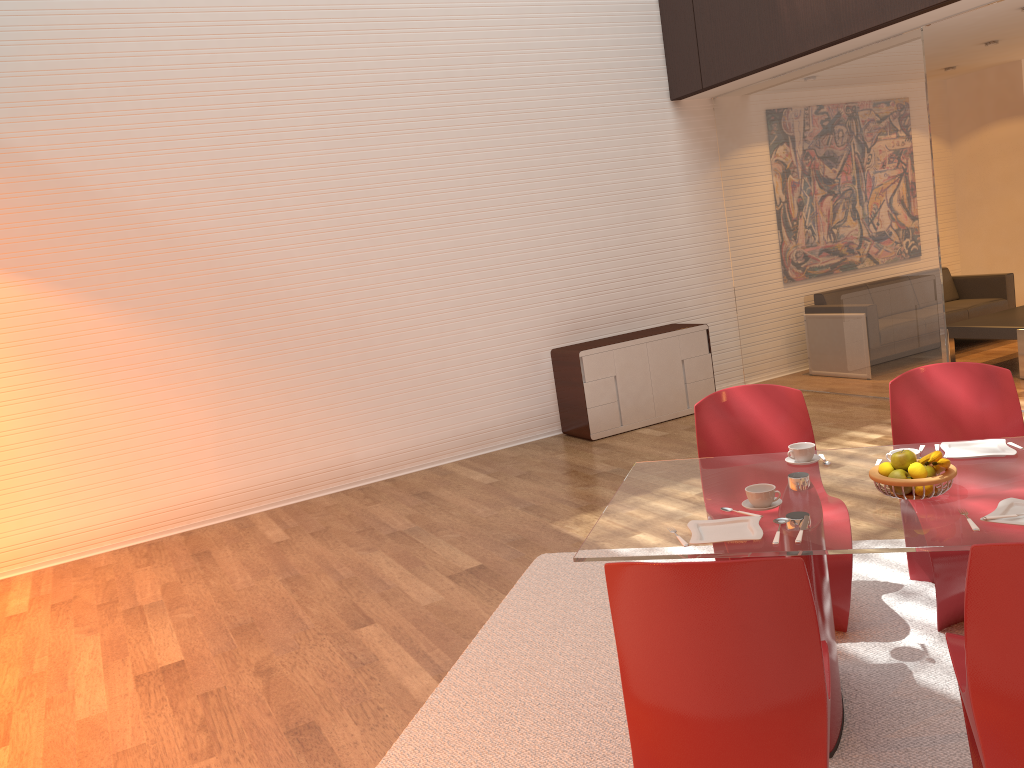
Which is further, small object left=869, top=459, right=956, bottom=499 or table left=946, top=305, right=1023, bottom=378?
table left=946, top=305, right=1023, bottom=378

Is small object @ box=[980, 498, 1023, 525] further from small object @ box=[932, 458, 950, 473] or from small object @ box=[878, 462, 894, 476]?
small object @ box=[878, 462, 894, 476]

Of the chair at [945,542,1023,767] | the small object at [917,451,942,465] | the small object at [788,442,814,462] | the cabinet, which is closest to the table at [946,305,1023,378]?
the cabinet

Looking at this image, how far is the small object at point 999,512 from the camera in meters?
2.3

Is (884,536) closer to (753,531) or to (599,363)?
(753,531)

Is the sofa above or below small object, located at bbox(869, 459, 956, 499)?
below

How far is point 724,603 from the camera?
1.90m

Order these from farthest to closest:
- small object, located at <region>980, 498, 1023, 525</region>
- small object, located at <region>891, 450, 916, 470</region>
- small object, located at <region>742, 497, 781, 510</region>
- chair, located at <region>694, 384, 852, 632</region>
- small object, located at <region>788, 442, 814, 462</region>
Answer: chair, located at <region>694, 384, 852, 632</region> → small object, located at <region>788, 442, 814, 462</region> → small object, located at <region>742, 497, 781, 510</region> → small object, located at <region>891, 450, 916, 470</region> → small object, located at <region>980, 498, 1023, 525</region>

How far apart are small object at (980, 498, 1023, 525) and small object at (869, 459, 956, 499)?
0.2 meters

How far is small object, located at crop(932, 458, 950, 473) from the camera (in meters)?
2.48
